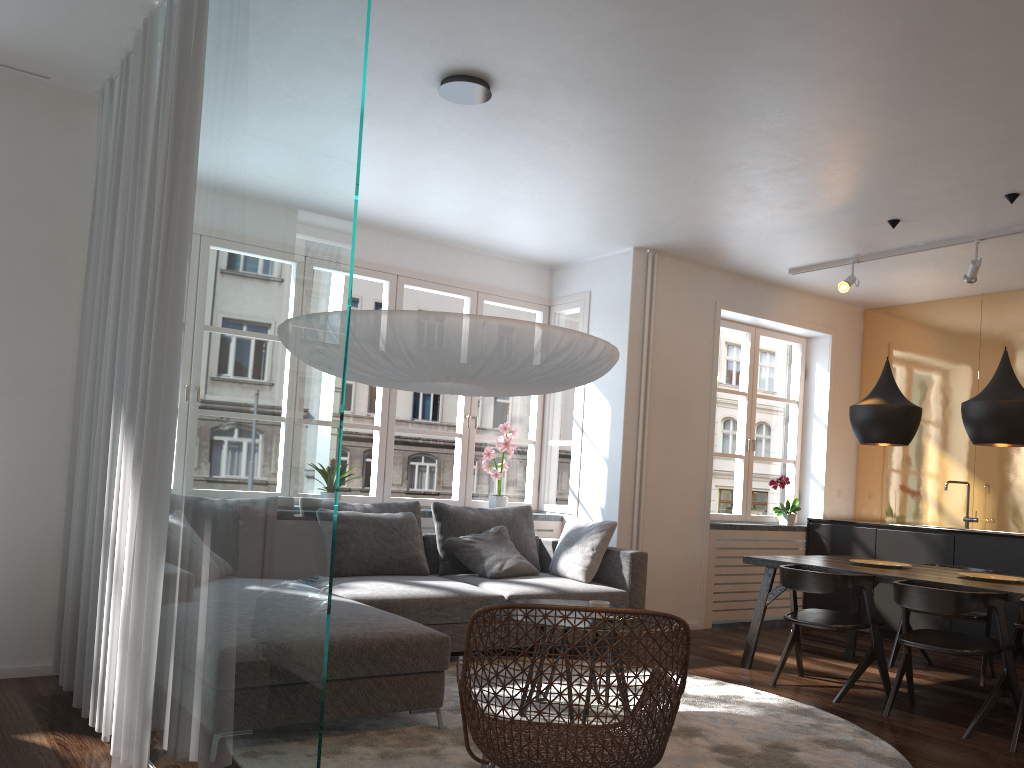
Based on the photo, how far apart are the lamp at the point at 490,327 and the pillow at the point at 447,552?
1.9 meters

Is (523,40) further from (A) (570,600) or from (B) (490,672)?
(A) (570,600)

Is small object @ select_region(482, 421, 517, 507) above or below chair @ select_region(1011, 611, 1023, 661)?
above

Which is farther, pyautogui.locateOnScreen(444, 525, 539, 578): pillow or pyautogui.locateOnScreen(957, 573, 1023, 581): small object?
pyautogui.locateOnScreen(444, 525, 539, 578): pillow

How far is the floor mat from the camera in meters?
3.3

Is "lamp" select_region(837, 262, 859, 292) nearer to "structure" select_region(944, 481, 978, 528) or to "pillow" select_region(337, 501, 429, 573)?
"structure" select_region(944, 481, 978, 528)

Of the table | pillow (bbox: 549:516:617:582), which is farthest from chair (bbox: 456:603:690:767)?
pillow (bbox: 549:516:617:582)

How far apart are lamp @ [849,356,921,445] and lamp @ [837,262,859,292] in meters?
1.0

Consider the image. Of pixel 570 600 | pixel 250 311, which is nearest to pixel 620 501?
pixel 570 600

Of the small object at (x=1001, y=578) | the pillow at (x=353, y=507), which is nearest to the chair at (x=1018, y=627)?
the small object at (x=1001, y=578)
